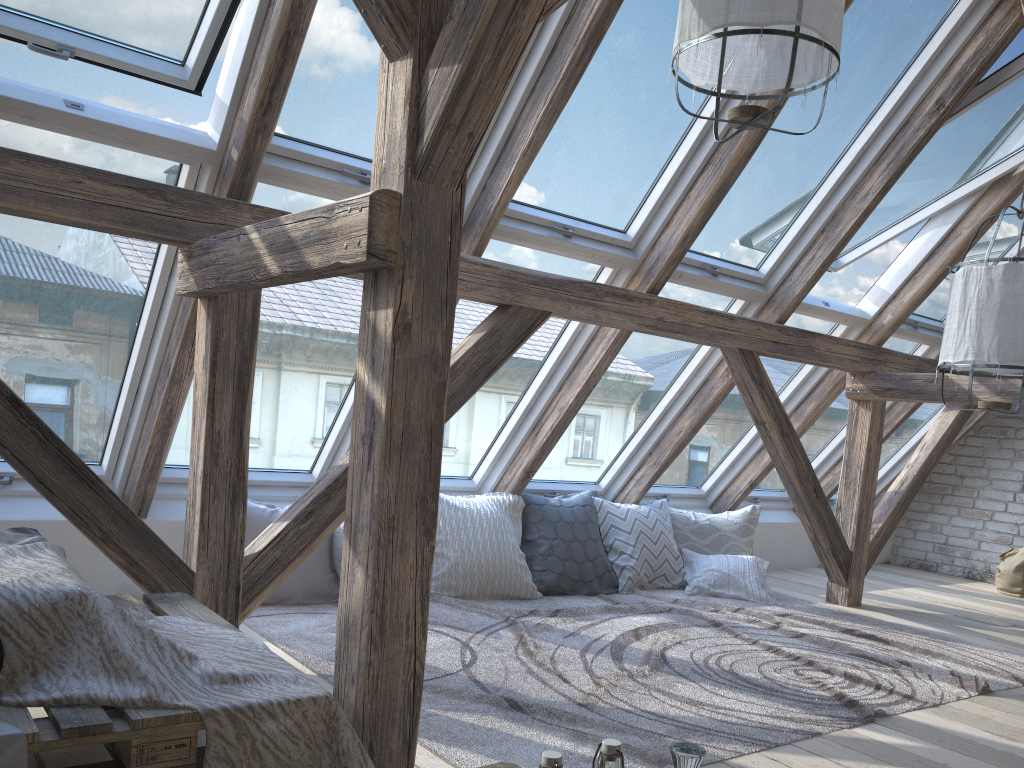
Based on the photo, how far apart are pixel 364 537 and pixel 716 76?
1.6 meters

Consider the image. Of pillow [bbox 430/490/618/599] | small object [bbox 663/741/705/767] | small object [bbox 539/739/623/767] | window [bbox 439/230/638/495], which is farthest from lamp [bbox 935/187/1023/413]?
small object [bbox 539/739/623/767]

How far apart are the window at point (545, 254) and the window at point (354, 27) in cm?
18

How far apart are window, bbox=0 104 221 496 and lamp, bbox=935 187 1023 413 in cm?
258

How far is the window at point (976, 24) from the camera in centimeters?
375cm

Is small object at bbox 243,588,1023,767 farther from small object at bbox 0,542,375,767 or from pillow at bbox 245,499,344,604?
small object at bbox 0,542,375,767

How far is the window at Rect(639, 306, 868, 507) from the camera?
5.1m

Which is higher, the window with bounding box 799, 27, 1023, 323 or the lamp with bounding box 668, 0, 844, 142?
the window with bounding box 799, 27, 1023, 323

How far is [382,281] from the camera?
1.87m

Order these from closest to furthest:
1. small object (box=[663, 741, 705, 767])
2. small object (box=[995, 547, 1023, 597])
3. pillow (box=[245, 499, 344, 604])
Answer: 1. small object (box=[663, 741, 705, 767])
2. pillow (box=[245, 499, 344, 604])
3. small object (box=[995, 547, 1023, 597])
